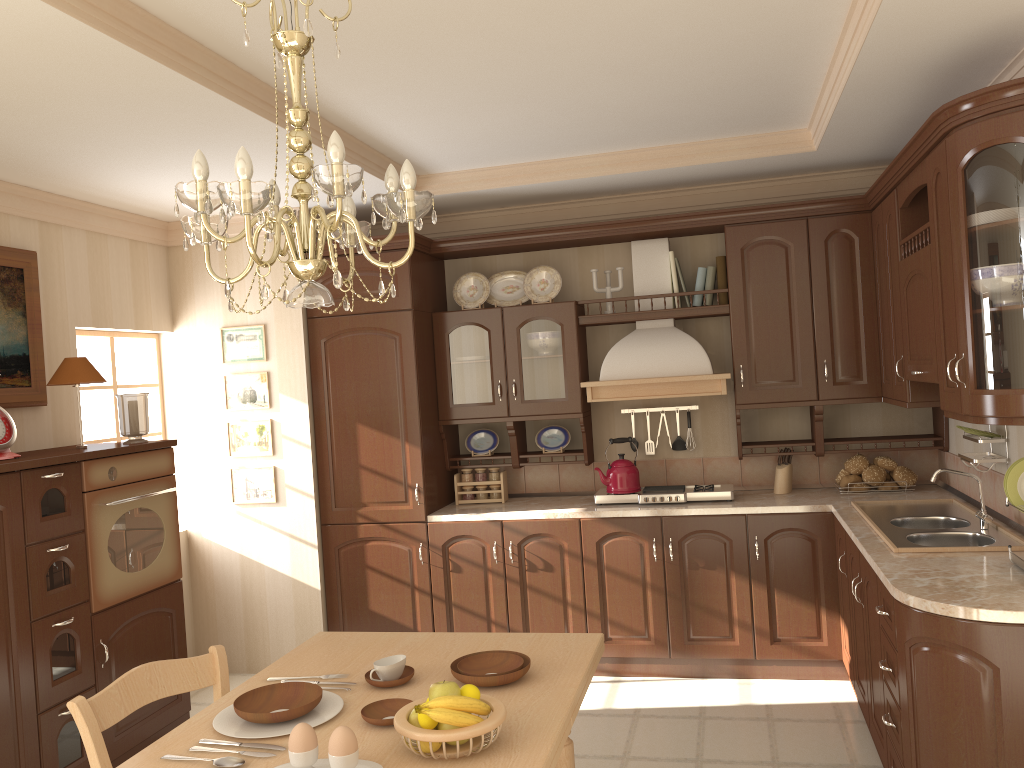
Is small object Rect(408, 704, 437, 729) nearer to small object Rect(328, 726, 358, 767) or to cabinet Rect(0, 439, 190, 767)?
small object Rect(328, 726, 358, 767)

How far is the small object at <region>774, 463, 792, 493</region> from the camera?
4.6 meters

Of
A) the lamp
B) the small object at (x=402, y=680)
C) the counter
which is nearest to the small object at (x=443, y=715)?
the small object at (x=402, y=680)

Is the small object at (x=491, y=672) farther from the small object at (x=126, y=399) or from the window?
the window

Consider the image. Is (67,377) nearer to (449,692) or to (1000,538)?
(449,692)

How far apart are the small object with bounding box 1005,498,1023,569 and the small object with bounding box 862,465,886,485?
1.61m

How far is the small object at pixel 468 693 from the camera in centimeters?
186cm

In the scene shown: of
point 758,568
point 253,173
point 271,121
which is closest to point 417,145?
point 253,173

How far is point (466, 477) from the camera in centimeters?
498cm

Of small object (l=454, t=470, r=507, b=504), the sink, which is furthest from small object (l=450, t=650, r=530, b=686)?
small object (l=454, t=470, r=507, b=504)
